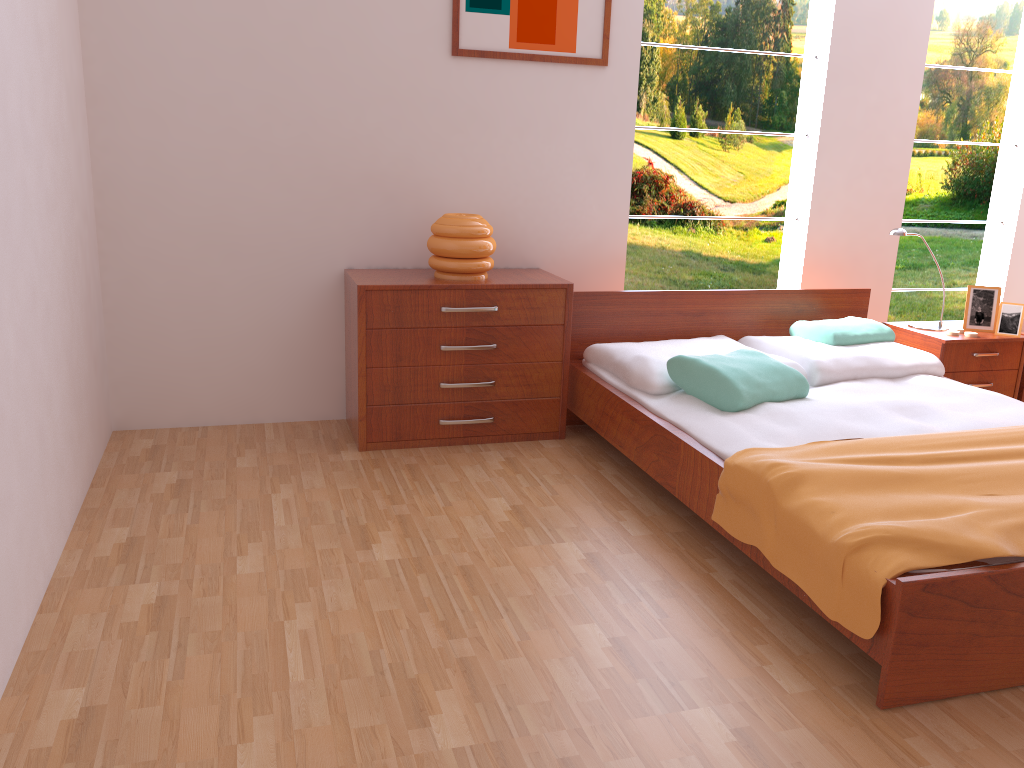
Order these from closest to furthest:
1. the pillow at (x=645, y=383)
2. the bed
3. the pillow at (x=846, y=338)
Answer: the bed → the pillow at (x=645, y=383) → the pillow at (x=846, y=338)

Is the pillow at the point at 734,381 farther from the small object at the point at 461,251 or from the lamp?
the lamp

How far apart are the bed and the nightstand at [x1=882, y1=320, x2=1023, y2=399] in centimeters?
15cm

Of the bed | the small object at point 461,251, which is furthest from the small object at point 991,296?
the small object at point 461,251

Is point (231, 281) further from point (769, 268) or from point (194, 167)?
point (769, 268)

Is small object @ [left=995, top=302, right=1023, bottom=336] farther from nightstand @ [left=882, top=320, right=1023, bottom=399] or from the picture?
the picture

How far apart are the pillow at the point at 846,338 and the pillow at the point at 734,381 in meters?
0.5

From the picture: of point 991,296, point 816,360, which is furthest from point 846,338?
point 991,296

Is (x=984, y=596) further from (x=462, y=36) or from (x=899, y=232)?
(x=462, y=36)

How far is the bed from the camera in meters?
1.9 m
